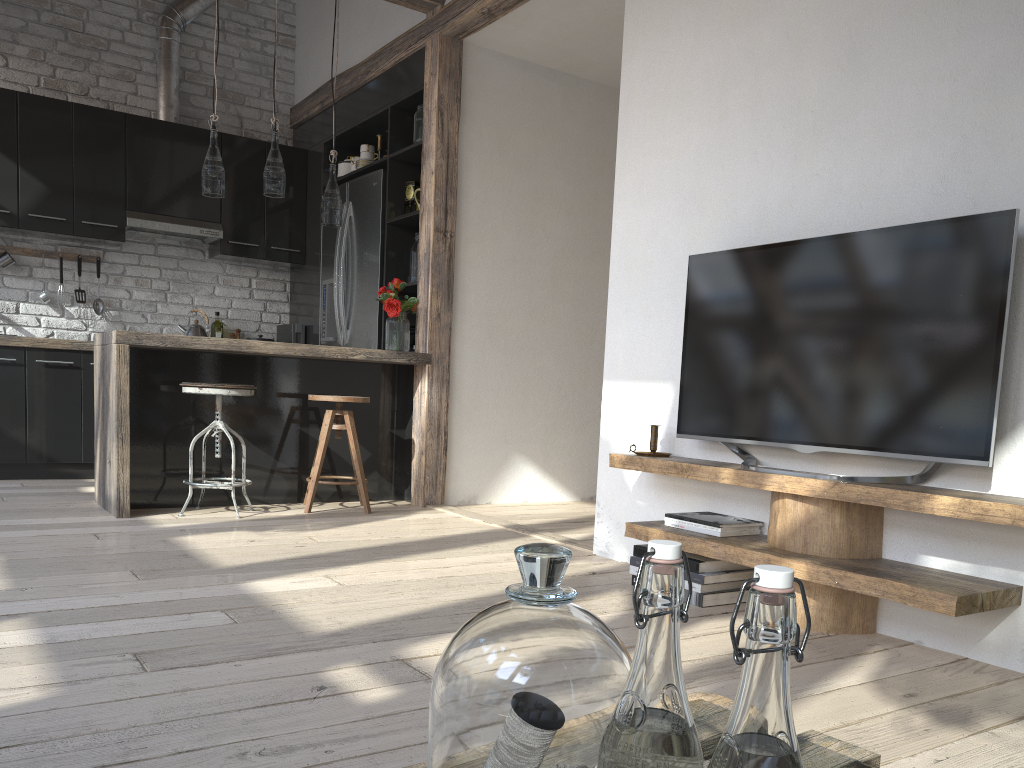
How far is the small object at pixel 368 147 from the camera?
5.7 meters

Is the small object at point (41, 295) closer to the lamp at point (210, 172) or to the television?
the lamp at point (210, 172)

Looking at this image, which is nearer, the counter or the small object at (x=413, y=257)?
the counter

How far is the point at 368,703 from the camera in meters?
1.8 m

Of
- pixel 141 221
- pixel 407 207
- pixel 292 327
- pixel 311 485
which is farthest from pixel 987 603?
pixel 141 221

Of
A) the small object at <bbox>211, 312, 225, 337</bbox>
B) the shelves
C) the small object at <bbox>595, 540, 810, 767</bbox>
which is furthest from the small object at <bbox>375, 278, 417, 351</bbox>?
the small object at <bbox>595, 540, 810, 767</bbox>

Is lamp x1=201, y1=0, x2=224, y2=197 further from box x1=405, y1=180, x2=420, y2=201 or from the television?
the television

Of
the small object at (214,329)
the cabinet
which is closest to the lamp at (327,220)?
the cabinet

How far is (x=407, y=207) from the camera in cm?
537

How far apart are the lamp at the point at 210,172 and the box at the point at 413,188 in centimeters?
127cm
